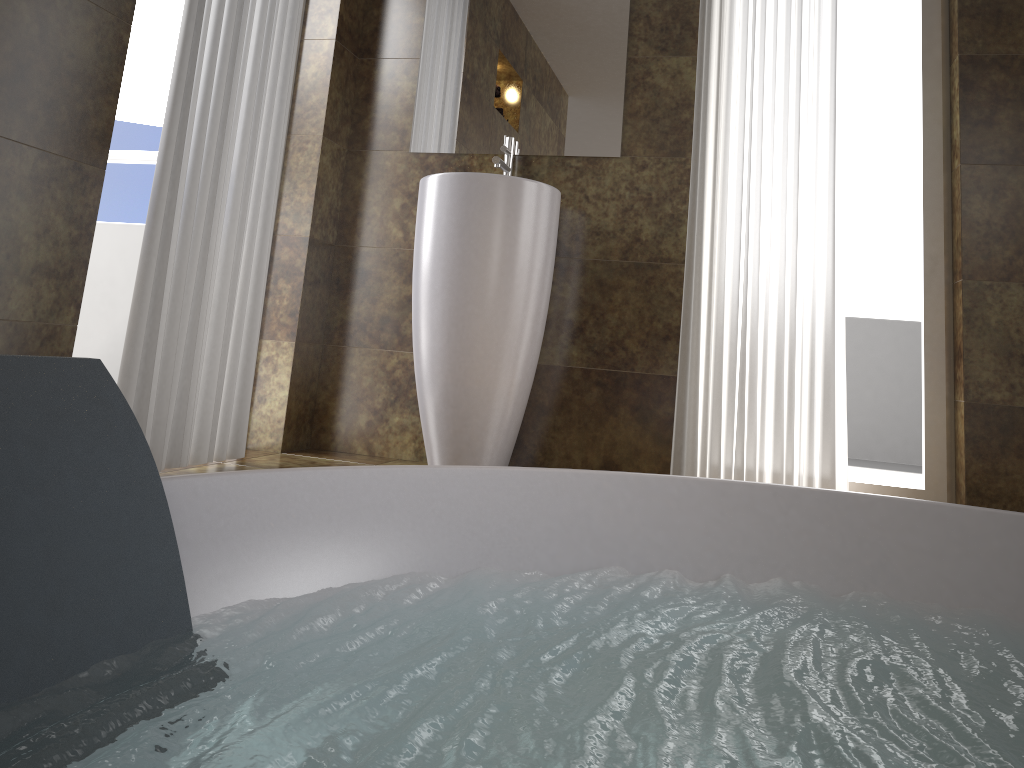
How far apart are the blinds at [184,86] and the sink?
0.4 meters

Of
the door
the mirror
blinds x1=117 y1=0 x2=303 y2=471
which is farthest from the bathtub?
the door

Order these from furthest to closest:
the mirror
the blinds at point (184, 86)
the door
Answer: the door < the mirror < the blinds at point (184, 86)

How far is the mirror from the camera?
2.87m

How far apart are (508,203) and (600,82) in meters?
0.7 m

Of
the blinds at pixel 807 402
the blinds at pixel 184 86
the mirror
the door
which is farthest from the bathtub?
the door

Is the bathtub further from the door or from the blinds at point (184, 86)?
the door

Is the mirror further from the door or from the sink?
the door

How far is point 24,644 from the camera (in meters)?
0.72

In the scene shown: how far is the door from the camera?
3.0 meters
